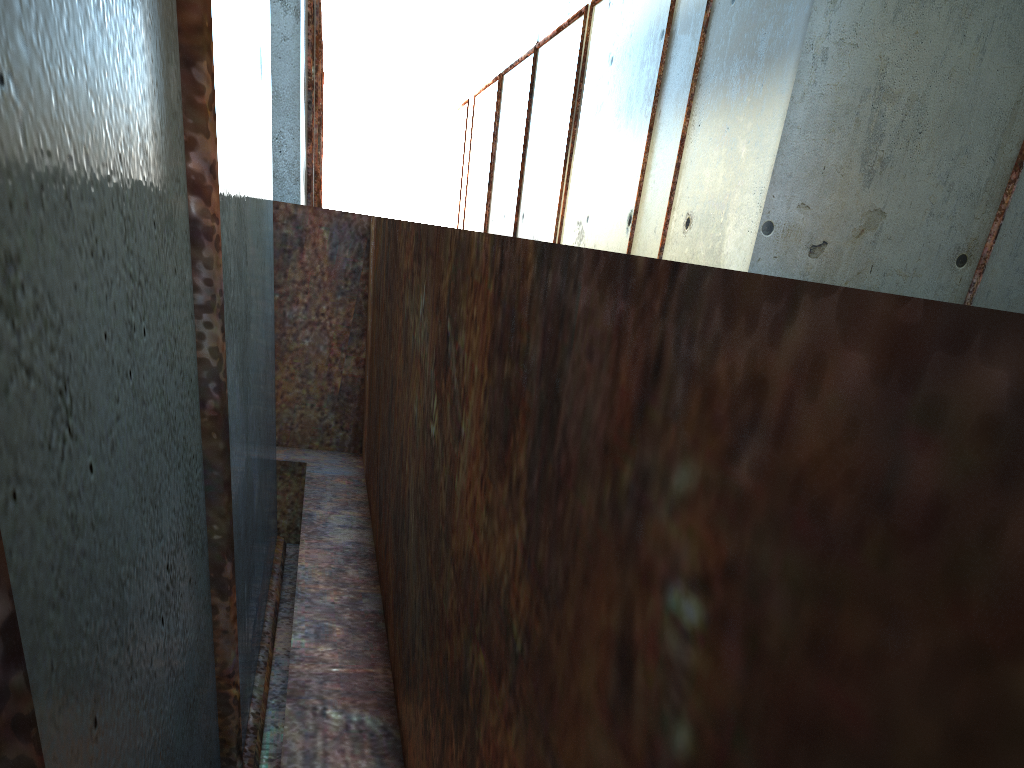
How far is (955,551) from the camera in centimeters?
29cm

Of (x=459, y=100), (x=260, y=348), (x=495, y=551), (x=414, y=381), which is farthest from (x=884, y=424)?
(x=459, y=100)
